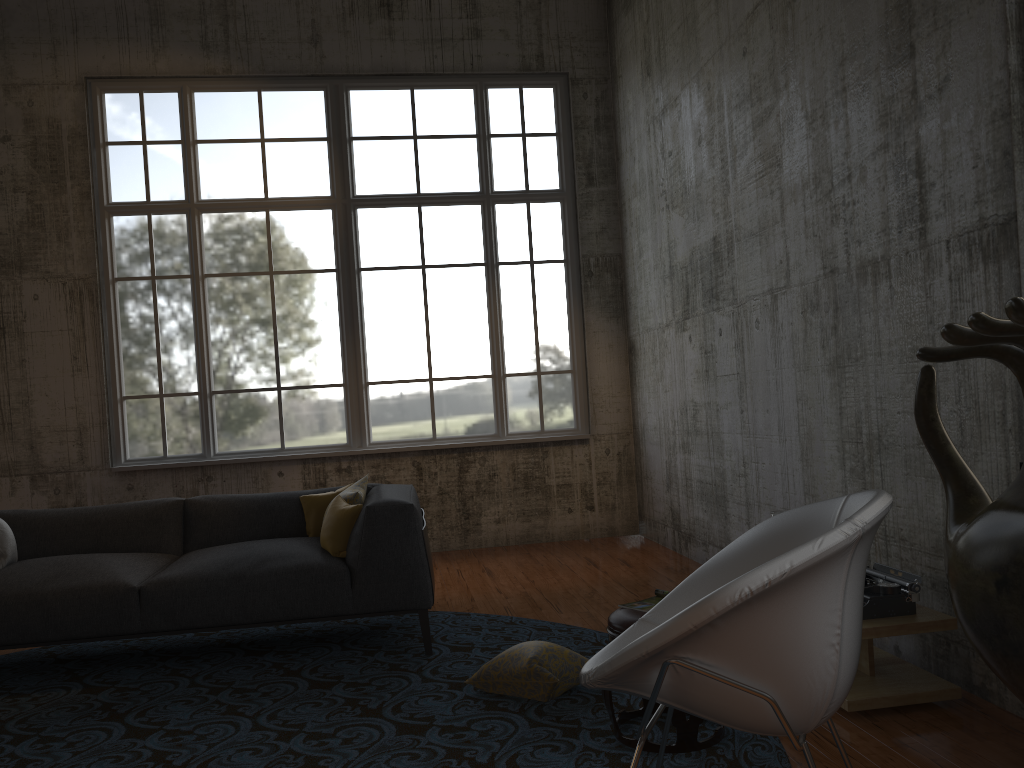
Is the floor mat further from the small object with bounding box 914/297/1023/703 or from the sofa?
the small object with bounding box 914/297/1023/703

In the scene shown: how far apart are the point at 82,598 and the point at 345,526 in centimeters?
134cm

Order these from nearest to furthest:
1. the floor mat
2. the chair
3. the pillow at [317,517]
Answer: the chair
the floor mat
the pillow at [317,517]

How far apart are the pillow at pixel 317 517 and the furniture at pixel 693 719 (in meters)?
2.44

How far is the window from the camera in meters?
7.8

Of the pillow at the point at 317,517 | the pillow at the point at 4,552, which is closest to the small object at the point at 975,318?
the pillow at the point at 317,517

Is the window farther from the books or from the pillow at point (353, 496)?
the books

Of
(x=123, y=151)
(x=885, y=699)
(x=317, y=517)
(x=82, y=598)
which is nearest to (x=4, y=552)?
(x=82, y=598)

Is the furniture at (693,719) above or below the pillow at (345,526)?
below

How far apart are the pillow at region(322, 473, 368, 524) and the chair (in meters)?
2.63
